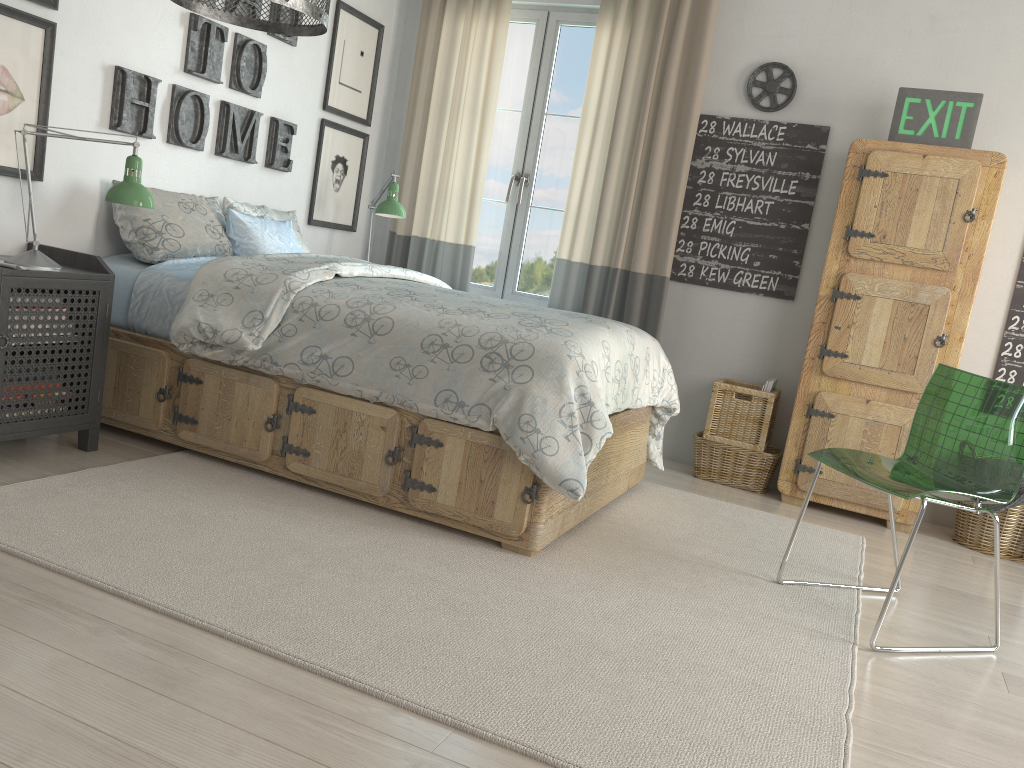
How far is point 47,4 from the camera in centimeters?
287cm

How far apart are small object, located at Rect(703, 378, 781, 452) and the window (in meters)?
1.06

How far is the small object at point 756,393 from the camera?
3.9m

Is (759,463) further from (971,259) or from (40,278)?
(40,278)

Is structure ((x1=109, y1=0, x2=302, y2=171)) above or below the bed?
above

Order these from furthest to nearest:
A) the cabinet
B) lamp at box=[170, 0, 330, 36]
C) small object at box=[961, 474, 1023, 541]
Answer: the cabinet, small object at box=[961, 474, 1023, 541], lamp at box=[170, 0, 330, 36]

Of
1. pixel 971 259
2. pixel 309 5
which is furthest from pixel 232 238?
pixel 971 259

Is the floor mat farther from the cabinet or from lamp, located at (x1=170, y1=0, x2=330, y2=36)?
lamp, located at (x1=170, y1=0, x2=330, y2=36)

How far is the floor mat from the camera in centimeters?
175cm

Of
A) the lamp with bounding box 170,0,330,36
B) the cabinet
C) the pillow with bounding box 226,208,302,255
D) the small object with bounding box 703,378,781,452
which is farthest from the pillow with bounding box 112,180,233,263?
the cabinet
